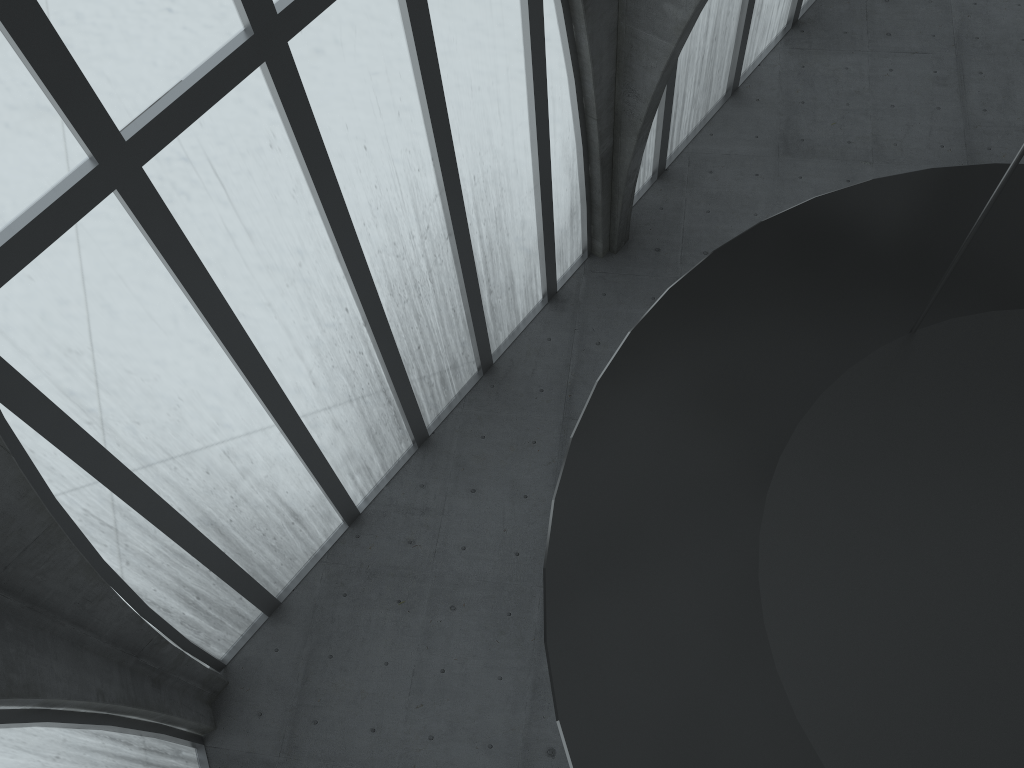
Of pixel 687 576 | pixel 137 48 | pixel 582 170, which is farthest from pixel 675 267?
pixel 687 576
